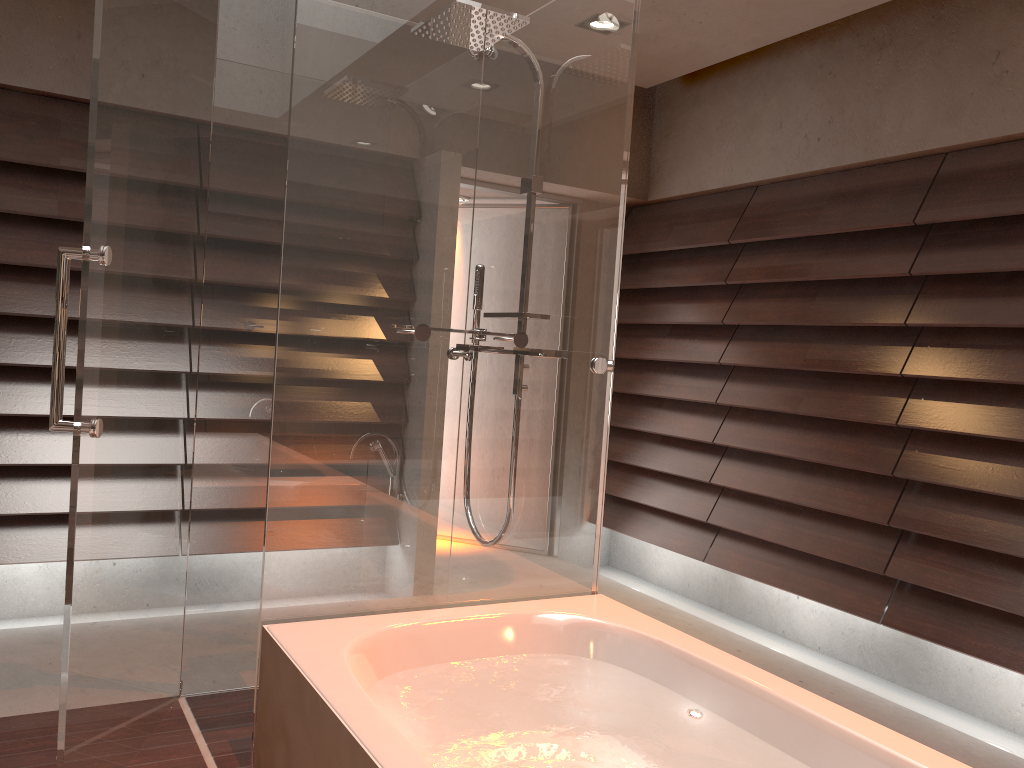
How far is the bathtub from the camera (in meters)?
1.55

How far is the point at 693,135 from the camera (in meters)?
4.52

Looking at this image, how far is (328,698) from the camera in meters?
1.6 m

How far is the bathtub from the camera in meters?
1.6

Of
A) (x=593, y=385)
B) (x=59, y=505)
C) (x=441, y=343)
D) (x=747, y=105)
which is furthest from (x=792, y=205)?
(x=59, y=505)
